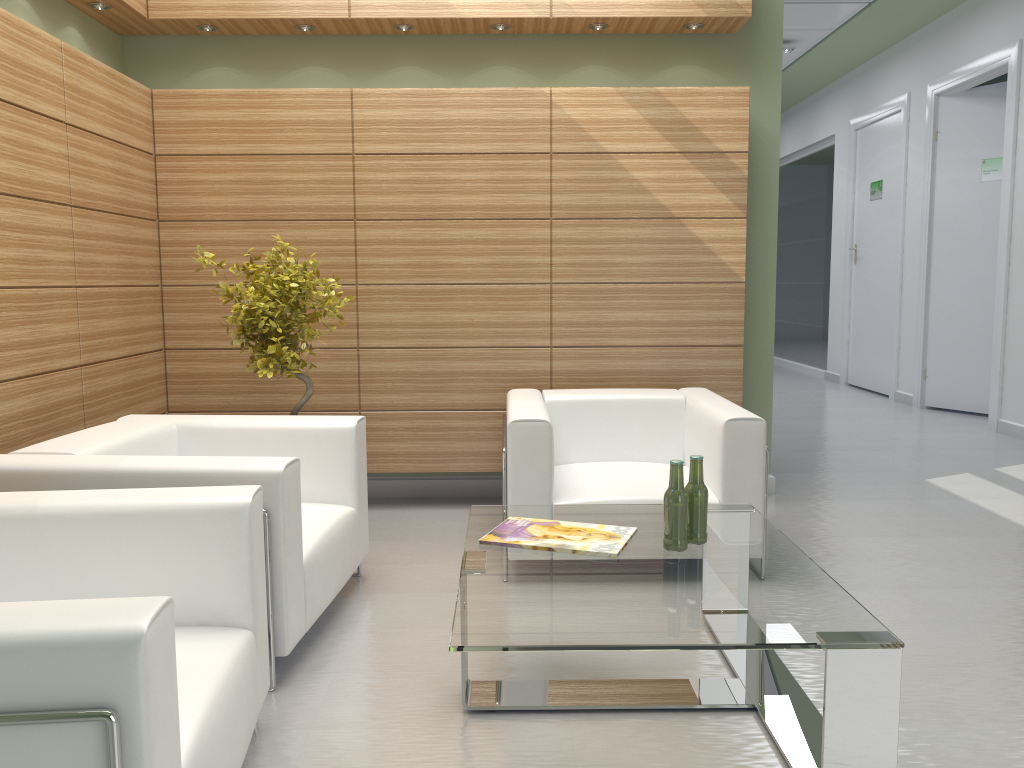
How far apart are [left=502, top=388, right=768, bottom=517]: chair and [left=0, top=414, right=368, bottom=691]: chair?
1.02m

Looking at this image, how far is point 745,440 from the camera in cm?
620

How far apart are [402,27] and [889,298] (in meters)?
11.42

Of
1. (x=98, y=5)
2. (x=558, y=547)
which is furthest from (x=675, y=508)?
(x=98, y=5)

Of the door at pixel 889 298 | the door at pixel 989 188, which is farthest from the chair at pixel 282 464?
the door at pixel 889 298

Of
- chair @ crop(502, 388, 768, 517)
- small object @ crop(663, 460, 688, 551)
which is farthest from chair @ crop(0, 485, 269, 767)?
chair @ crop(502, 388, 768, 517)

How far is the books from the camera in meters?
4.6

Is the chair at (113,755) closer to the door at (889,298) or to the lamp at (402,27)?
the lamp at (402,27)

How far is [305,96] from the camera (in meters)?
7.99

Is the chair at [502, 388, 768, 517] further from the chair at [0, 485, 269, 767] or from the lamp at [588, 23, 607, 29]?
the lamp at [588, 23, 607, 29]
